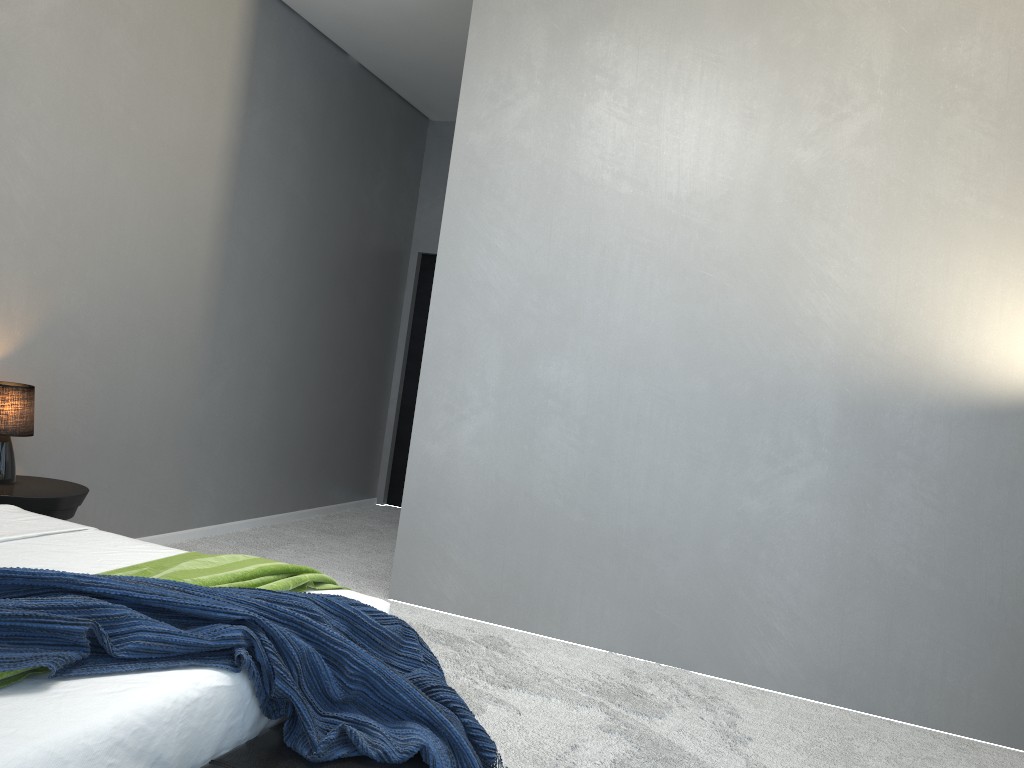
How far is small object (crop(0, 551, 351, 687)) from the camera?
2.3 meters

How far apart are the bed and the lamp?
0.68m

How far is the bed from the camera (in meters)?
1.46

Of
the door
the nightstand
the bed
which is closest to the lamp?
the nightstand

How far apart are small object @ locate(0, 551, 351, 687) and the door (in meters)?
4.45

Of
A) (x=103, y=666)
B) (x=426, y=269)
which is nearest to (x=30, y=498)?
(x=103, y=666)

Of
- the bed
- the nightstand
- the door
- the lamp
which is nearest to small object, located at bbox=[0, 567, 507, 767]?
the bed

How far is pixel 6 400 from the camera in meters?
3.5 m

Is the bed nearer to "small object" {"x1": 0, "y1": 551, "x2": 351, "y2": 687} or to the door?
"small object" {"x1": 0, "y1": 551, "x2": 351, "y2": 687}

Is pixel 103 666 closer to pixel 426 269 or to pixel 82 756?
pixel 82 756
